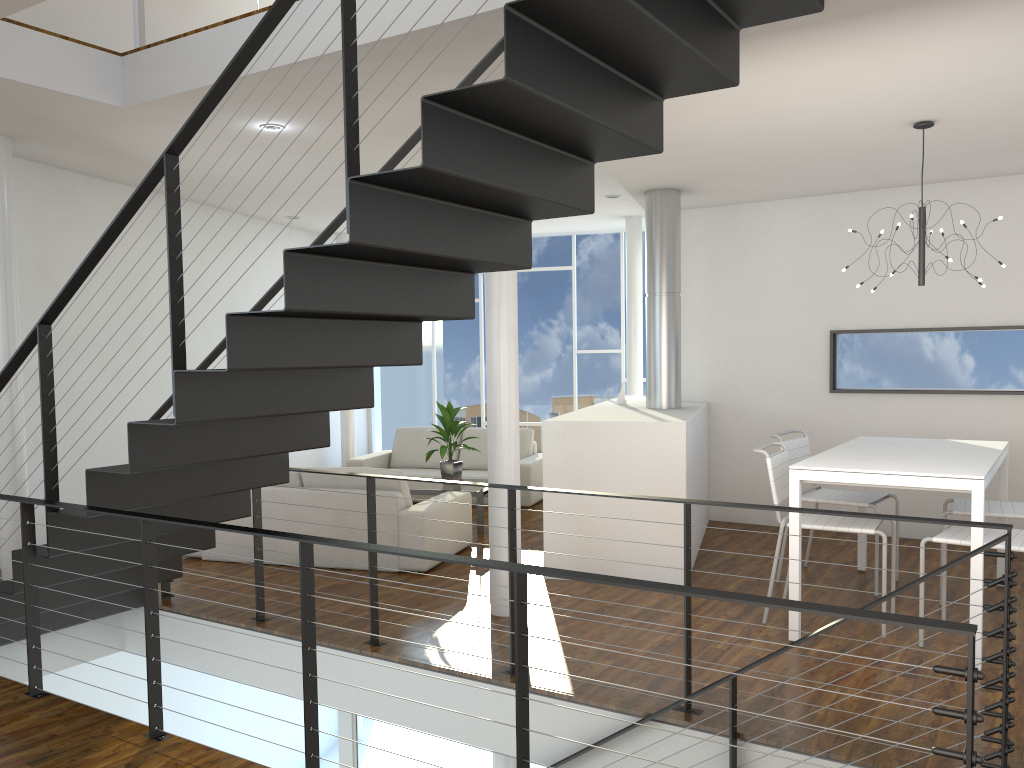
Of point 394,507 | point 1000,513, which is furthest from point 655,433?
point 1000,513

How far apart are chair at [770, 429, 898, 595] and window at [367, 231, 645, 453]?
4.2m

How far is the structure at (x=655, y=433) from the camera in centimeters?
452cm

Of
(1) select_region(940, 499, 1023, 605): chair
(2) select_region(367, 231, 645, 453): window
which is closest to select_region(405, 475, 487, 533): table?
(1) select_region(940, 499, 1023, 605): chair

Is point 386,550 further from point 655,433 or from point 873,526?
point 655,433

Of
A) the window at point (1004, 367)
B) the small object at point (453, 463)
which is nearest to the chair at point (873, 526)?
the window at point (1004, 367)

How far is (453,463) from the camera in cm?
620

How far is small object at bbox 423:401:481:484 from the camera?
6.2 meters

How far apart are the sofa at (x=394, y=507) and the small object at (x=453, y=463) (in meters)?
0.70

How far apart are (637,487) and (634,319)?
3.6m
